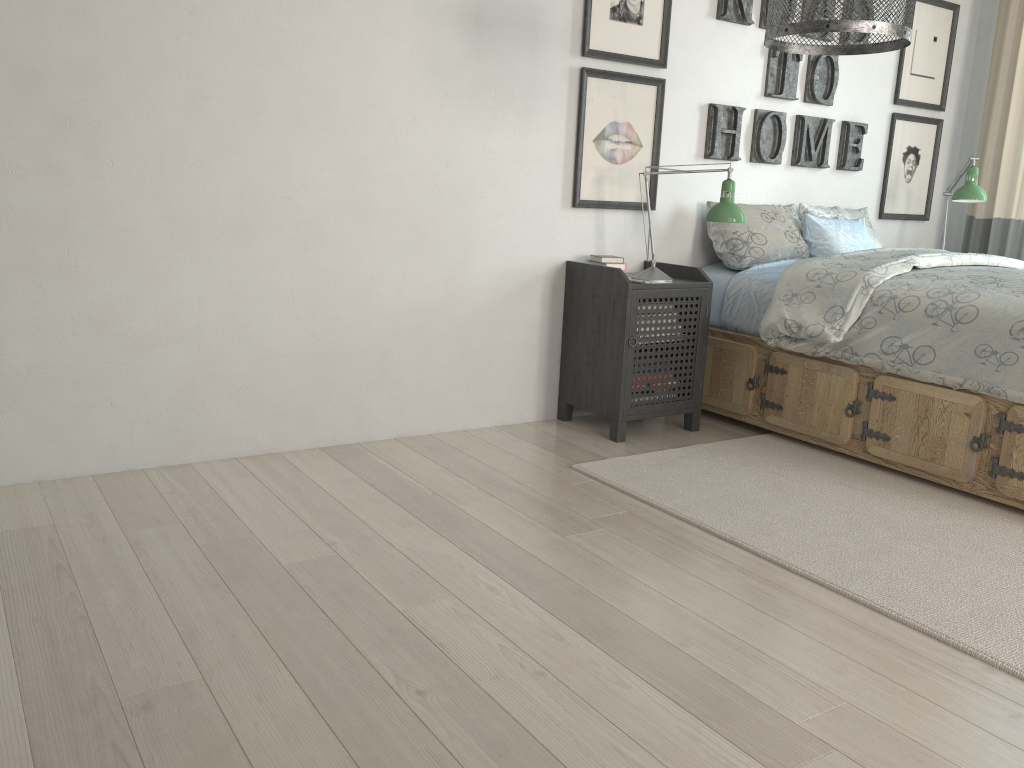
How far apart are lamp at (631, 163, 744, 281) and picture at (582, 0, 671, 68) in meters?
0.5 m

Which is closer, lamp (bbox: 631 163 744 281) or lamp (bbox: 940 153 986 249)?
lamp (bbox: 631 163 744 281)

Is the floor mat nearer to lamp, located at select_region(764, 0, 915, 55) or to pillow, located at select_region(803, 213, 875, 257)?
pillow, located at select_region(803, 213, 875, 257)

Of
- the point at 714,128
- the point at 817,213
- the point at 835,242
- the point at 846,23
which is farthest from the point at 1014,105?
the point at 846,23

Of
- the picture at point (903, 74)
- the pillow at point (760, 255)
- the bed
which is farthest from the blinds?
the pillow at point (760, 255)

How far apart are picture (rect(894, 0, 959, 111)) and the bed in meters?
1.1

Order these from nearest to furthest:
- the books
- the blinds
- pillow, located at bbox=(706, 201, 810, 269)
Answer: the books
pillow, located at bbox=(706, 201, 810, 269)
the blinds

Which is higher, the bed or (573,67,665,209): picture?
(573,67,665,209): picture

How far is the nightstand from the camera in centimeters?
325cm

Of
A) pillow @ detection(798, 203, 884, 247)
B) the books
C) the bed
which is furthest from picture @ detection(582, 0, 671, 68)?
pillow @ detection(798, 203, 884, 247)
